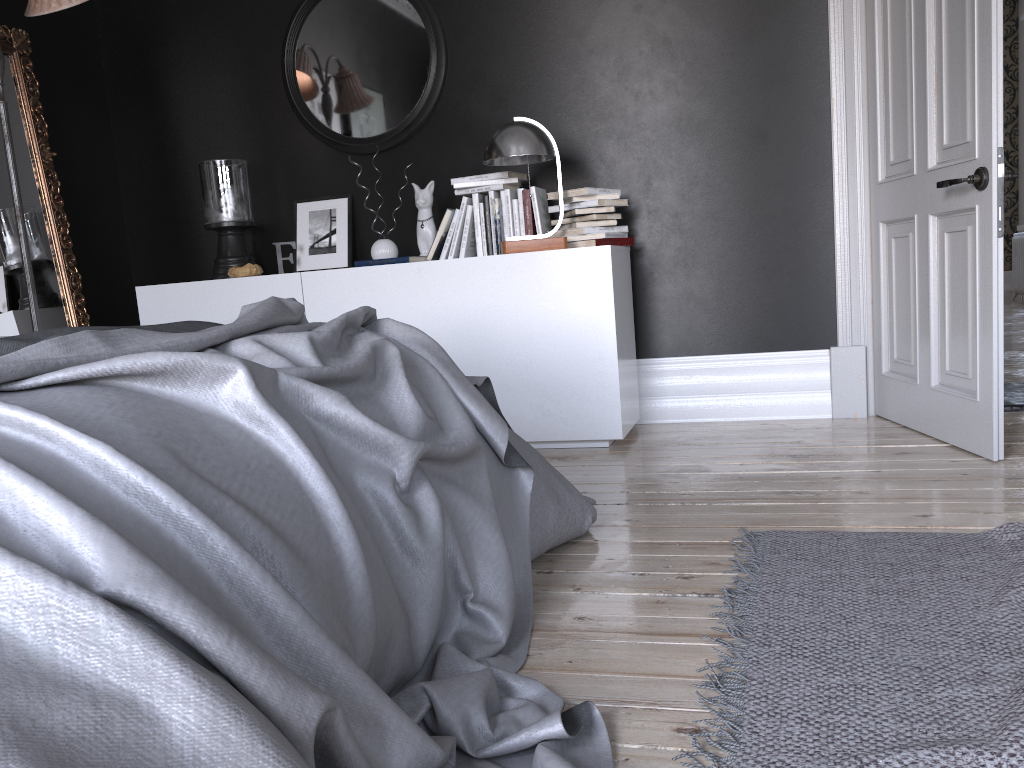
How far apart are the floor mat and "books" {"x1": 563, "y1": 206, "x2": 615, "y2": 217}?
1.98m

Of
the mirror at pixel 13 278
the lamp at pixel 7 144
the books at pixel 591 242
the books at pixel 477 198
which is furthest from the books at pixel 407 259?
the mirror at pixel 13 278

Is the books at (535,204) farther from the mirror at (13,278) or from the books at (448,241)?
the mirror at (13,278)

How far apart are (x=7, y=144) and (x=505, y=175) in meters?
2.1

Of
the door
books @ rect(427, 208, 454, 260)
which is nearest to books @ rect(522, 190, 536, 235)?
books @ rect(427, 208, 454, 260)

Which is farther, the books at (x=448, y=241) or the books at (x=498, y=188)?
the books at (x=448, y=241)

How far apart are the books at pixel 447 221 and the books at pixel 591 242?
0.6m

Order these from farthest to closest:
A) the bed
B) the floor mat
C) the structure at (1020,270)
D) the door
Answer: the structure at (1020,270) < the door < the floor mat < the bed

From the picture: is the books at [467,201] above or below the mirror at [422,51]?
below

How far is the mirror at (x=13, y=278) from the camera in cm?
422
